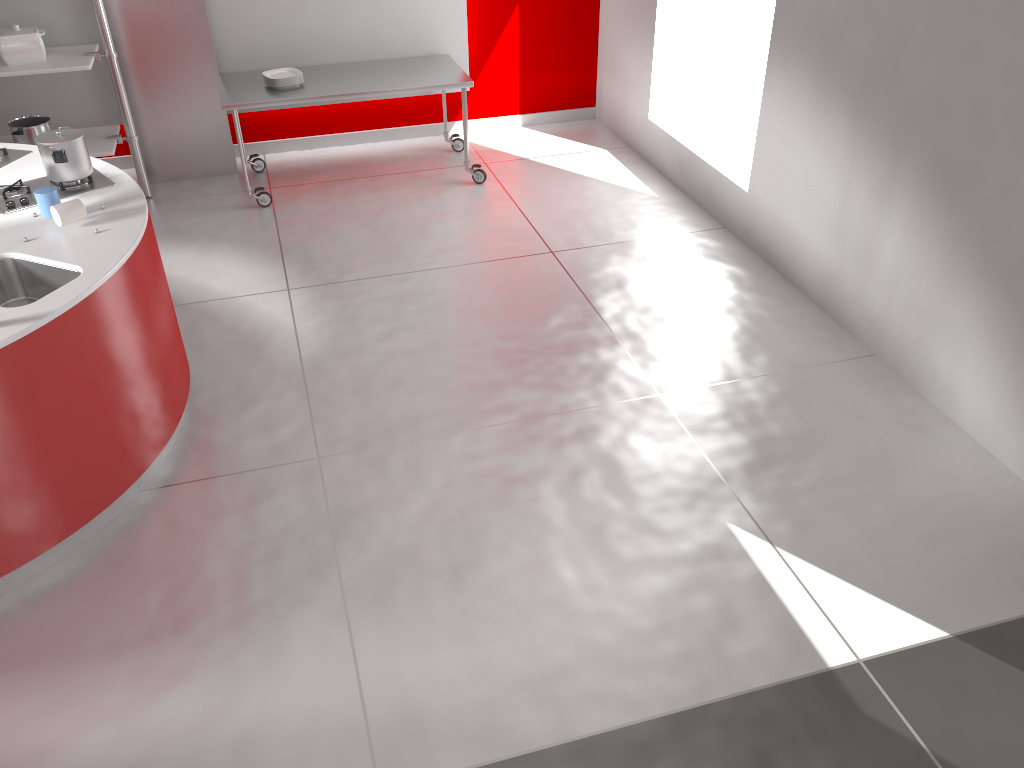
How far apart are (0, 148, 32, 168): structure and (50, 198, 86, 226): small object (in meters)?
0.89

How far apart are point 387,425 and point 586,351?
1.06m

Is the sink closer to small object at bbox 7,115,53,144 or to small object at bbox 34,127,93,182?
small object at bbox 34,127,93,182

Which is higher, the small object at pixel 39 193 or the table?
the small object at pixel 39 193

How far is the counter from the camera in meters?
2.8 m

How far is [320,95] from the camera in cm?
540

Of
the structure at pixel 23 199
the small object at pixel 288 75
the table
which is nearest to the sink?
the structure at pixel 23 199

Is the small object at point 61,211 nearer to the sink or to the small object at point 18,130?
the sink

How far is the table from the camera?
5.4 meters

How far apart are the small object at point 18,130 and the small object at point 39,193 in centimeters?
237cm
